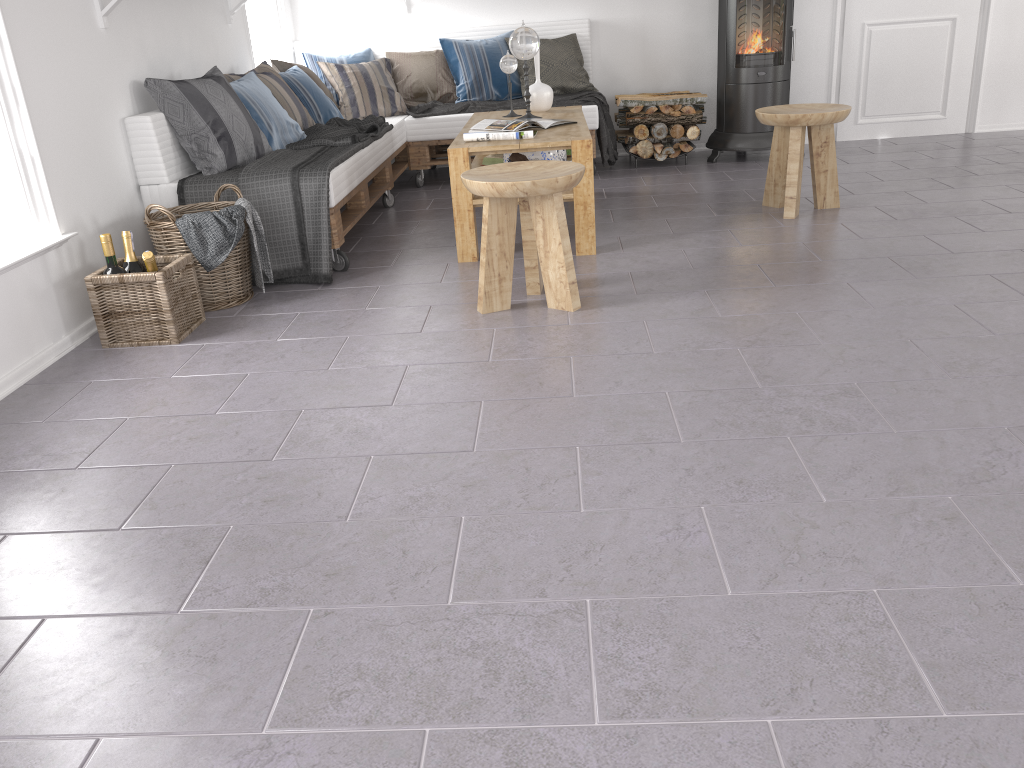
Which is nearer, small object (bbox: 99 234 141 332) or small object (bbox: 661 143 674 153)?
small object (bbox: 99 234 141 332)

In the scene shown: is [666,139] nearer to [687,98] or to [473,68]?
[687,98]

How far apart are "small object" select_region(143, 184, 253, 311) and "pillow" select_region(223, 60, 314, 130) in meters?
1.2

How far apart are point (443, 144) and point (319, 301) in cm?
245

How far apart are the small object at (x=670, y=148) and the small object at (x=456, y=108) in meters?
0.3 m

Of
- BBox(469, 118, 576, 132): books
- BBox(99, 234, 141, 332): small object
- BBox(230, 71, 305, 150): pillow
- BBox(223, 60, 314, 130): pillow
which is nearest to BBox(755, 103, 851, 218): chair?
BBox(469, 118, 576, 132): books

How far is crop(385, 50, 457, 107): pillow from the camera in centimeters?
573cm

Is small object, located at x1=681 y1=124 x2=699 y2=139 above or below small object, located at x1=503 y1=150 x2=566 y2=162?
below

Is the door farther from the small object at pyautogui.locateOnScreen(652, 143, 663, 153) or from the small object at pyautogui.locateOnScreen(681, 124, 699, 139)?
the small object at pyautogui.locateOnScreen(652, 143, 663, 153)

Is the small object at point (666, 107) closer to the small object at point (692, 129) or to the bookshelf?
the small object at point (692, 129)
